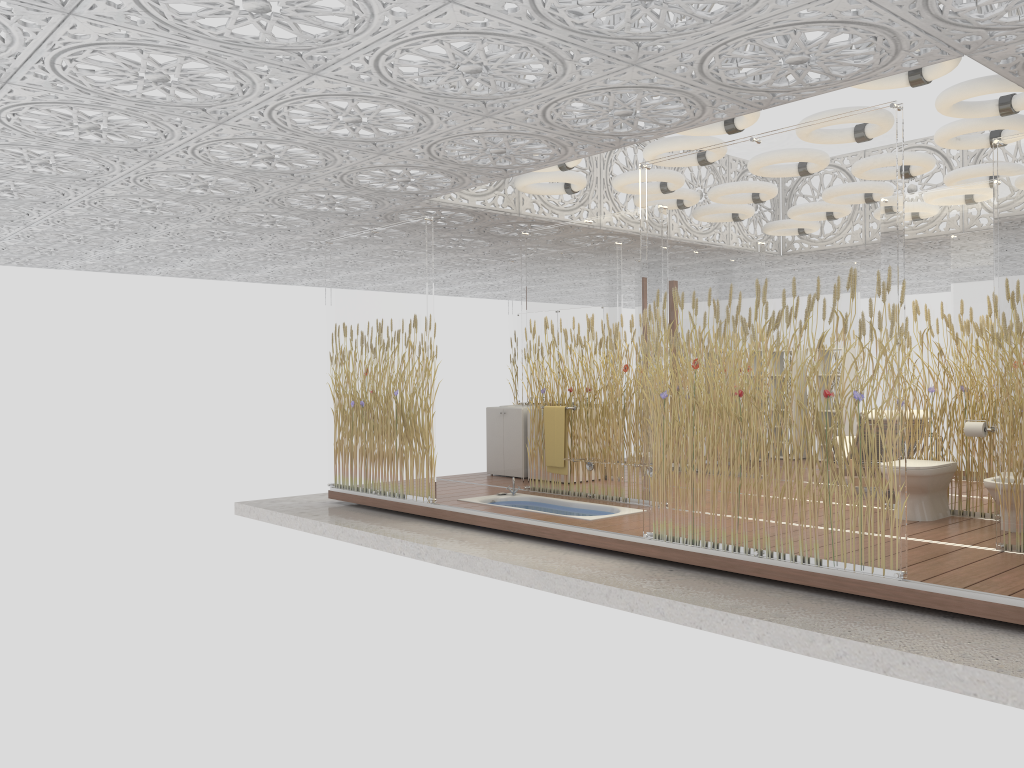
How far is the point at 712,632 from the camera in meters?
4.9 m

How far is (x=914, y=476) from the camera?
6.7m

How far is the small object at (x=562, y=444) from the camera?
8.39m

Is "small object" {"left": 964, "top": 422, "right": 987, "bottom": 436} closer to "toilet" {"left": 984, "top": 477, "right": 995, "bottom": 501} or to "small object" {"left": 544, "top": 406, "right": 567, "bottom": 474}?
"toilet" {"left": 984, "top": 477, "right": 995, "bottom": 501}

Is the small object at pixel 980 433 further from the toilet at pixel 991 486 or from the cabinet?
the cabinet

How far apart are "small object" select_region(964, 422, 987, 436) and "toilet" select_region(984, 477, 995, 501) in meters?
0.6 m

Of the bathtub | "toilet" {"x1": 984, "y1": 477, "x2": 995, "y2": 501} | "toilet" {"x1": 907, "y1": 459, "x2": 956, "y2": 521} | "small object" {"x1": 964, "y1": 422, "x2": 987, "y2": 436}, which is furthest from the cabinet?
"toilet" {"x1": 984, "y1": 477, "x2": 995, "y2": 501}

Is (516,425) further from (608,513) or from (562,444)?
(608,513)

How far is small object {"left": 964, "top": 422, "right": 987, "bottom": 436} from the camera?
6.74m

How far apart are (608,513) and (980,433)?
2.97m
